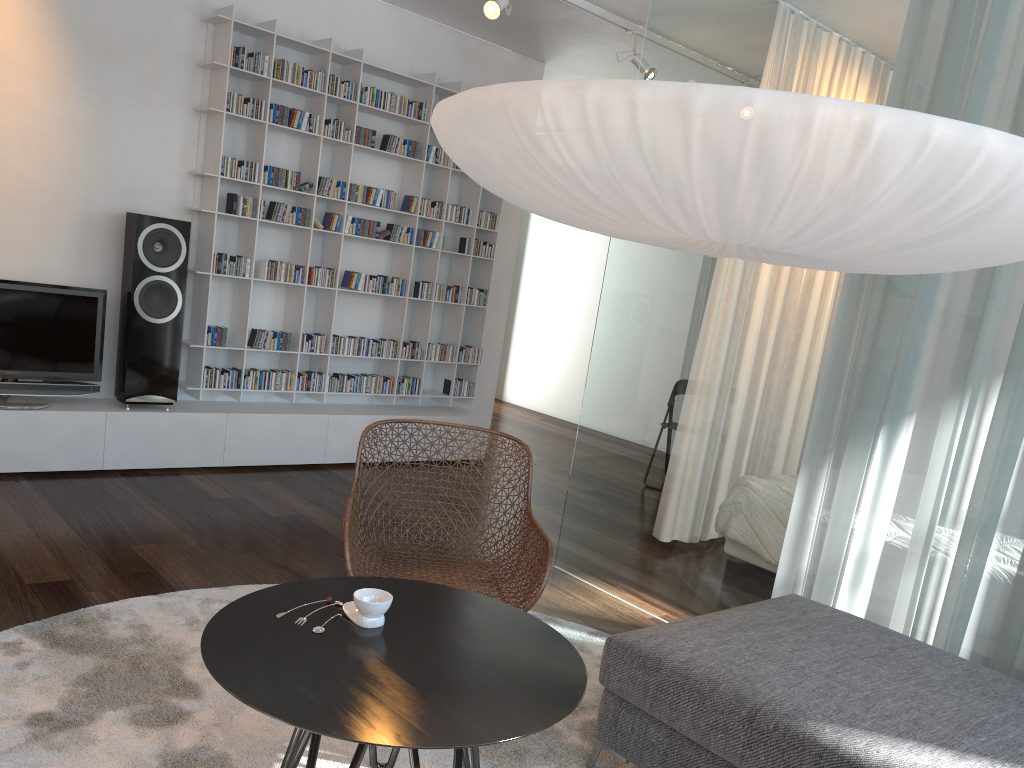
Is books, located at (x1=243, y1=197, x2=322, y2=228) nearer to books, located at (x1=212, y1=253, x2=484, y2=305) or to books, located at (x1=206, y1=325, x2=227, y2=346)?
books, located at (x1=212, y1=253, x2=484, y2=305)

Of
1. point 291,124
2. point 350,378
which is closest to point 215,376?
point 350,378

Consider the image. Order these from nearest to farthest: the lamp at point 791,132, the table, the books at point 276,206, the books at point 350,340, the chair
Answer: the lamp at point 791,132 < the table < the chair < the books at point 276,206 < the books at point 350,340

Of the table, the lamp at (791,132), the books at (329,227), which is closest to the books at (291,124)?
the books at (329,227)

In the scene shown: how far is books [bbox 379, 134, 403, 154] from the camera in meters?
5.4

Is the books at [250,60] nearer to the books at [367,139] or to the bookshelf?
the bookshelf

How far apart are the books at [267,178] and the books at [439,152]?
1.1m

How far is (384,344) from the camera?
5.7m

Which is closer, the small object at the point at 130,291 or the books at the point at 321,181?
the small object at the point at 130,291

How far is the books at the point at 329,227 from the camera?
5.28m
